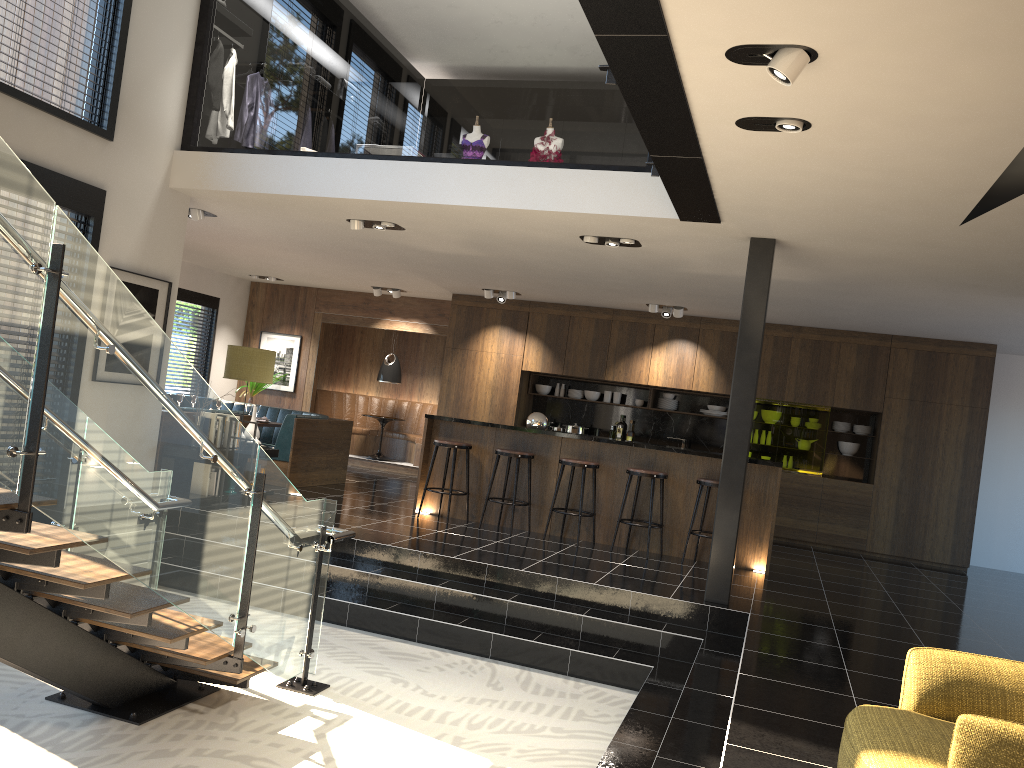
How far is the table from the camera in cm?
1370

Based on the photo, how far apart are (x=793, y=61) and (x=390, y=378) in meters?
10.8

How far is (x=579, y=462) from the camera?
8.39m

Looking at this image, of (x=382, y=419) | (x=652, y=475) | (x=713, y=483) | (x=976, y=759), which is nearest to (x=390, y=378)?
(x=382, y=419)

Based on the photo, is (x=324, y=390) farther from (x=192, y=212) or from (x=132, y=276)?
(x=132, y=276)

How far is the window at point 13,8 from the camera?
6.2 meters

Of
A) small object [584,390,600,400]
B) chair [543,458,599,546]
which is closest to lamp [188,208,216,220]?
chair [543,458,599,546]

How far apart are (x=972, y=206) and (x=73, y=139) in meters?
6.1

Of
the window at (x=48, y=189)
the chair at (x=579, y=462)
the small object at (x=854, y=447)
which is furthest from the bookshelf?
the small object at (x=854, y=447)

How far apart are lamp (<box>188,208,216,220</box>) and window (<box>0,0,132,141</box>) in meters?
1.6 m
